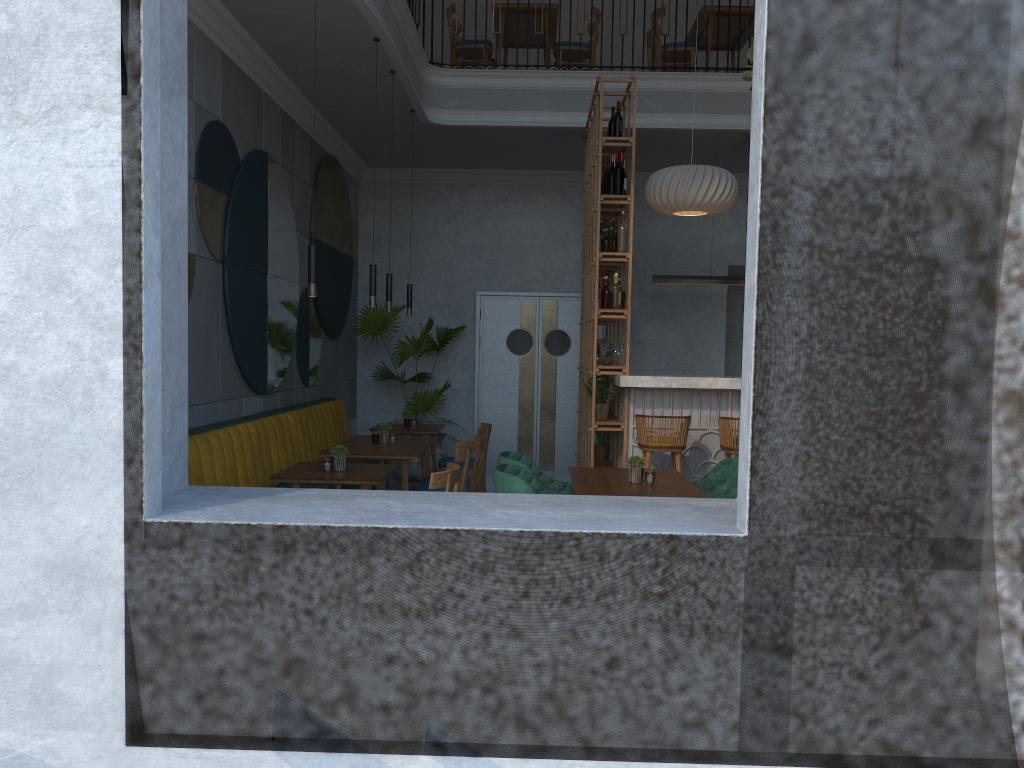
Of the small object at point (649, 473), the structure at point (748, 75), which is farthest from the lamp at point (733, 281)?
the small object at point (649, 473)

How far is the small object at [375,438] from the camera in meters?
6.4

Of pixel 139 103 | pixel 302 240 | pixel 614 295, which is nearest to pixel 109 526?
pixel 139 103

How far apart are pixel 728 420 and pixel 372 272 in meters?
2.7 m

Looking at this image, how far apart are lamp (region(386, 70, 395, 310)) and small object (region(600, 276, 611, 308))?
1.6m

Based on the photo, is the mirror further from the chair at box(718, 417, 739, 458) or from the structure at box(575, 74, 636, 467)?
the chair at box(718, 417, 739, 458)

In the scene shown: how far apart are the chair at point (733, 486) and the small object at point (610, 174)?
3.0 meters

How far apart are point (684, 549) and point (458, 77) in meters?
5.7 m

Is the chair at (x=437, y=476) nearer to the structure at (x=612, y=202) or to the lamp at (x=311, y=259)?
the lamp at (x=311, y=259)

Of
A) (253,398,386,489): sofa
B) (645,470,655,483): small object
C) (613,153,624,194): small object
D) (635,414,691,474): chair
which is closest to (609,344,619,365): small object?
(635,414,691,474): chair
